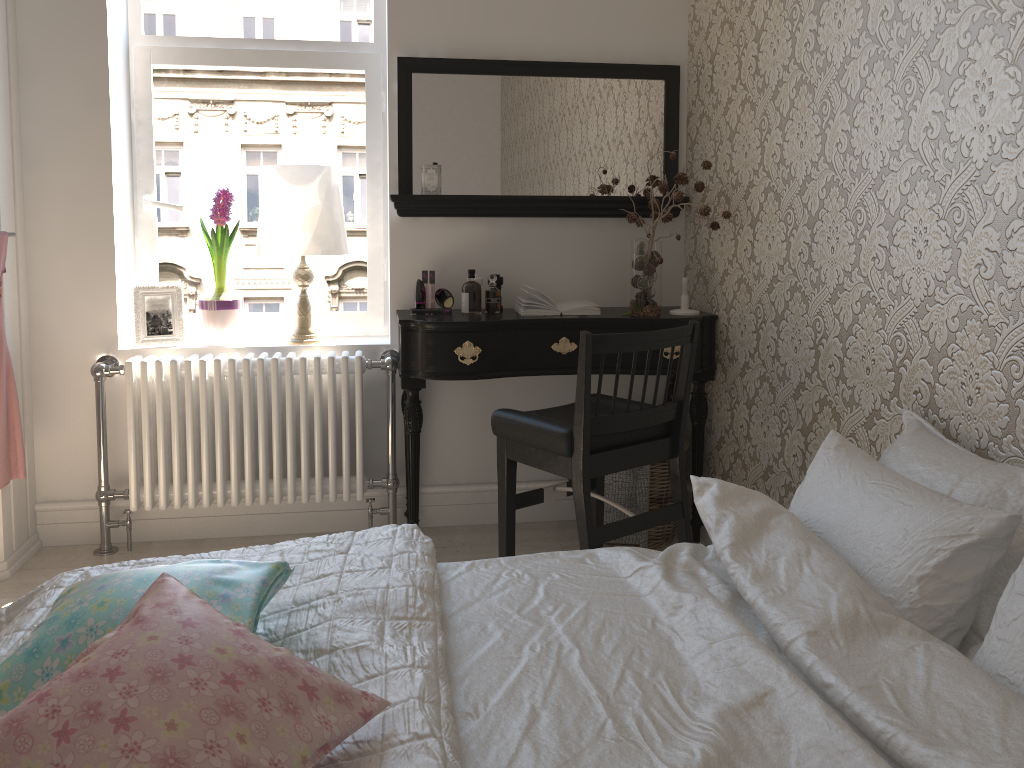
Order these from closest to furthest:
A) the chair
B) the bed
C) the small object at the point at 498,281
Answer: the bed, the chair, the small object at the point at 498,281

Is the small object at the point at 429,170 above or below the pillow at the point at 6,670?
above

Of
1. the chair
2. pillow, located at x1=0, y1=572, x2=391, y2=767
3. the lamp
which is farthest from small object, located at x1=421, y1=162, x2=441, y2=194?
pillow, located at x1=0, y1=572, x2=391, y2=767

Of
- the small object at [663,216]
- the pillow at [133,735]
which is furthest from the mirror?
the pillow at [133,735]

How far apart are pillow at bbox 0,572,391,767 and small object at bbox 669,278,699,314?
2.2 meters

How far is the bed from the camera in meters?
1.1 m

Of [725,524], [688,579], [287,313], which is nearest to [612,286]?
[287,313]

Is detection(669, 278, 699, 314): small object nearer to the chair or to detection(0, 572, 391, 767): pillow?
the chair

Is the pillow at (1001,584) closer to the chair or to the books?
the chair

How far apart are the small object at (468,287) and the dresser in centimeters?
149cm
